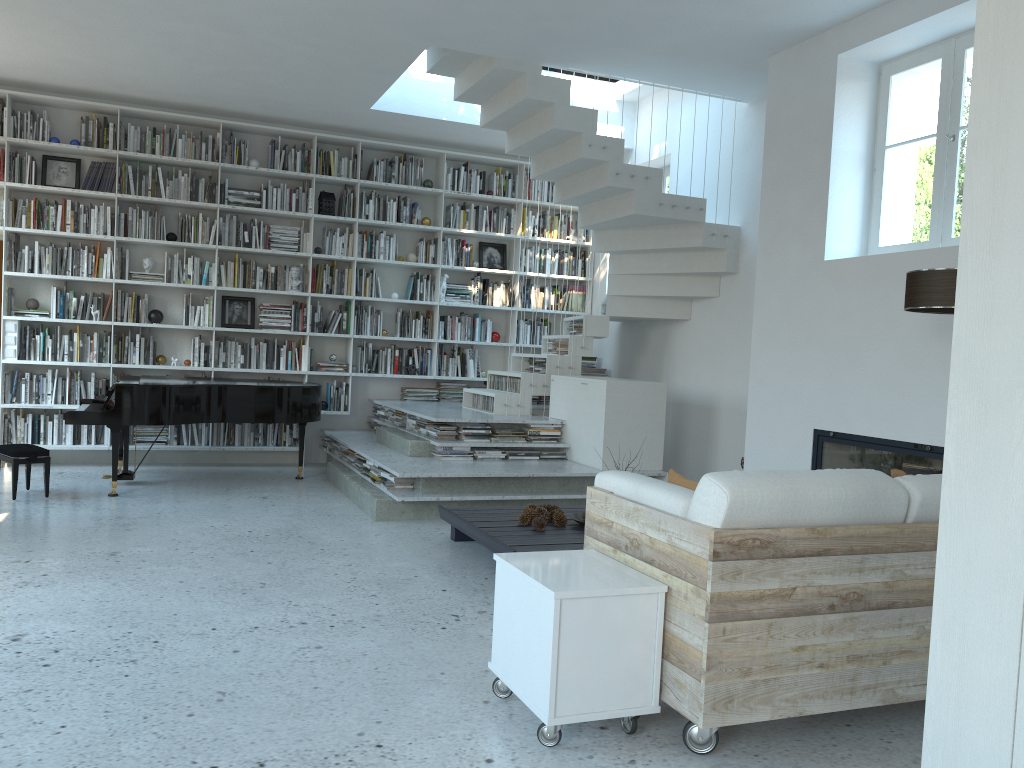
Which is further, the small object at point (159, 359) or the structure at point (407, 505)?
the small object at point (159, 359)

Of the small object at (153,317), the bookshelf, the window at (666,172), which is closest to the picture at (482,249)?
the bookshelf

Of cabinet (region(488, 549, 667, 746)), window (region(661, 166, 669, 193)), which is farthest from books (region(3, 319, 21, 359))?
cabinet (region(488, 549, 667, 746))

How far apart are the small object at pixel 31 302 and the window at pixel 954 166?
6.65m

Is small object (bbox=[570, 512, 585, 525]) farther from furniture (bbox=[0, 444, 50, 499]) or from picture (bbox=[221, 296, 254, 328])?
picture (bbox=[221, 296, 254, 328])

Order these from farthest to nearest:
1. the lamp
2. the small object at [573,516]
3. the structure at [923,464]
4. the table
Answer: the small object at [573,516], the structure at [923,464], the table, the lamp

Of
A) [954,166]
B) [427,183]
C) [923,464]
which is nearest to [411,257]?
[427,183]

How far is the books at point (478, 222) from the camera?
8.9 meters

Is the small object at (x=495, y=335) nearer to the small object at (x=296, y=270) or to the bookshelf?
the bookshelf

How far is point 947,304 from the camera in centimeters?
379cm
